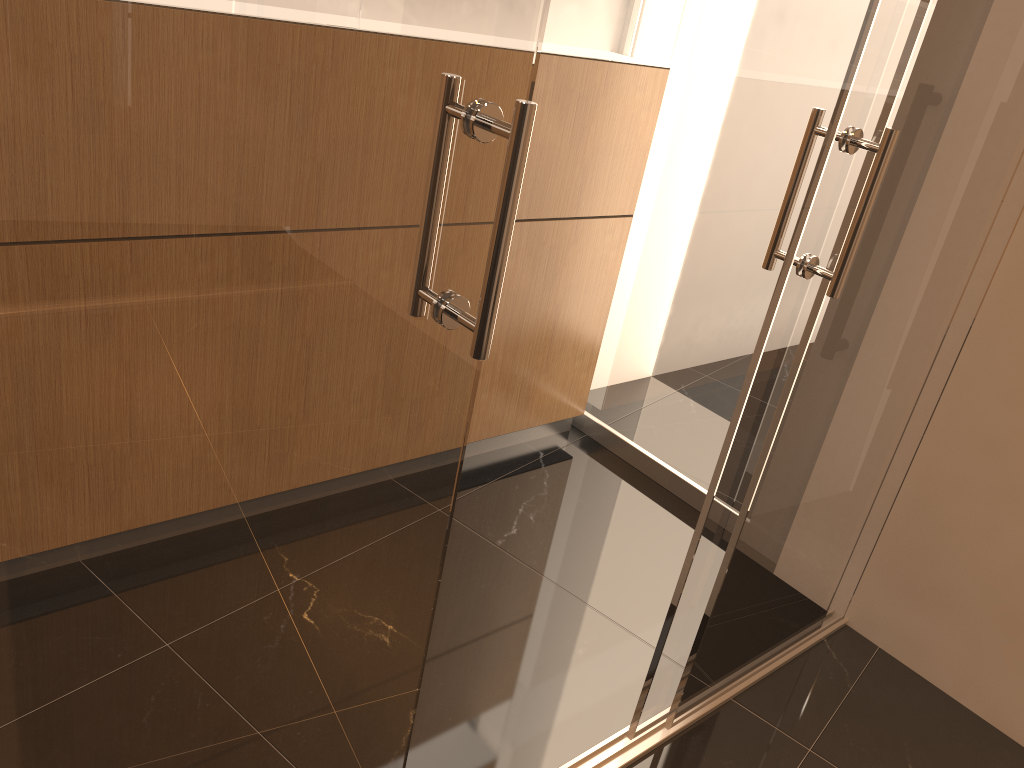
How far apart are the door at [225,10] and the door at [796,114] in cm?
112

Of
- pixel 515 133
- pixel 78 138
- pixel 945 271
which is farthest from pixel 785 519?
pixel 78 138

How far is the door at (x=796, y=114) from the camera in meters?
2.8

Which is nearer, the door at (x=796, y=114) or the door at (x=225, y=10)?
the door at (x=225, y=10)

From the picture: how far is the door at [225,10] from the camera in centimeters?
81cm

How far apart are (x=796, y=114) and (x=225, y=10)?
2.3 meters

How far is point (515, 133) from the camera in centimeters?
100cm

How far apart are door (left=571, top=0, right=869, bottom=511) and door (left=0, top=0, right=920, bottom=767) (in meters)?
1.12

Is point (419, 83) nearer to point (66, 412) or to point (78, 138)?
point (78, 138)
